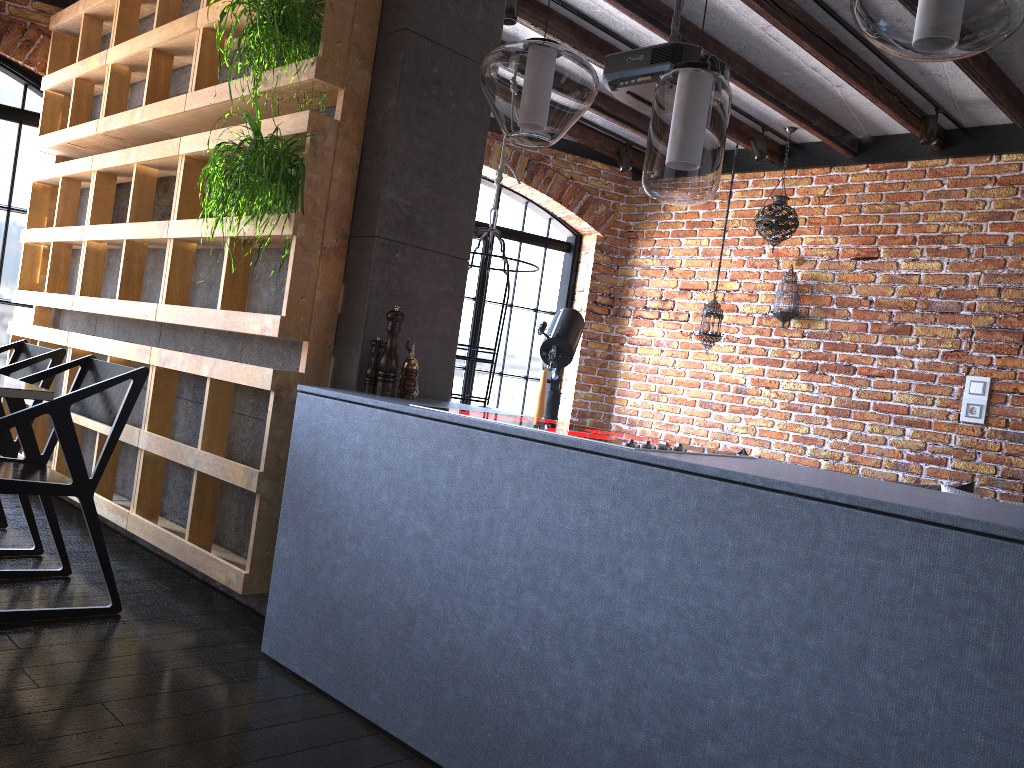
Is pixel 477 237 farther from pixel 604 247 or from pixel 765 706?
pixel 765 706

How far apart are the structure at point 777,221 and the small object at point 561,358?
1.26m

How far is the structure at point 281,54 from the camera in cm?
274

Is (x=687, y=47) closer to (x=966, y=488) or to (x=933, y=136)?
(x=933, y=136)

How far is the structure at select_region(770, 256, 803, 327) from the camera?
5.6m

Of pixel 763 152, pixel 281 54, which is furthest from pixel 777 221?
pixel 281 54

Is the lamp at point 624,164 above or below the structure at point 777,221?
above

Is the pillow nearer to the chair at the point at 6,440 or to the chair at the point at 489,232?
the chair at the point at 489,232

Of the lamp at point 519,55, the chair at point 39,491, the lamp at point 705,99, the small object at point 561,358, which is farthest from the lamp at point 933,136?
the chair at point 39,491

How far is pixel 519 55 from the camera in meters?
2.5
